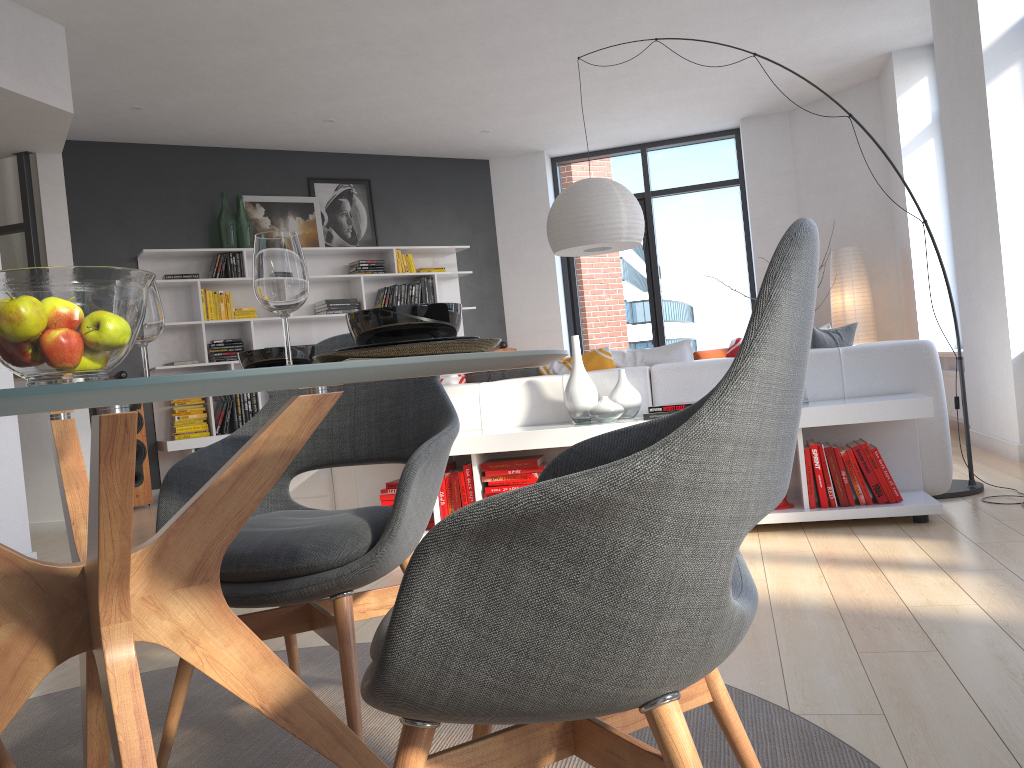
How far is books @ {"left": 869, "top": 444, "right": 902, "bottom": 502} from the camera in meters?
3.6 m

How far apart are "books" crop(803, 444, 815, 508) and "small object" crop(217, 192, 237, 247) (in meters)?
5.51

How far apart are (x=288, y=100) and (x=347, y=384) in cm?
638

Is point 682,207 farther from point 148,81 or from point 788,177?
point 148,81

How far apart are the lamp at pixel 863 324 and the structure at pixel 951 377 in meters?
1.1

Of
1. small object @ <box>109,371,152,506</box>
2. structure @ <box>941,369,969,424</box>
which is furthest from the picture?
structure @ <box>941,369,969,424</box>

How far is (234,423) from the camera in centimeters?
749cm

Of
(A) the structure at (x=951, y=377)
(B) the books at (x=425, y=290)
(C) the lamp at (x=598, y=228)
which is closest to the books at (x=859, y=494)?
(C) the lamp at (x=598, y=228)

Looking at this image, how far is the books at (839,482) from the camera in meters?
3.6 m

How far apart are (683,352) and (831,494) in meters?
1.0
